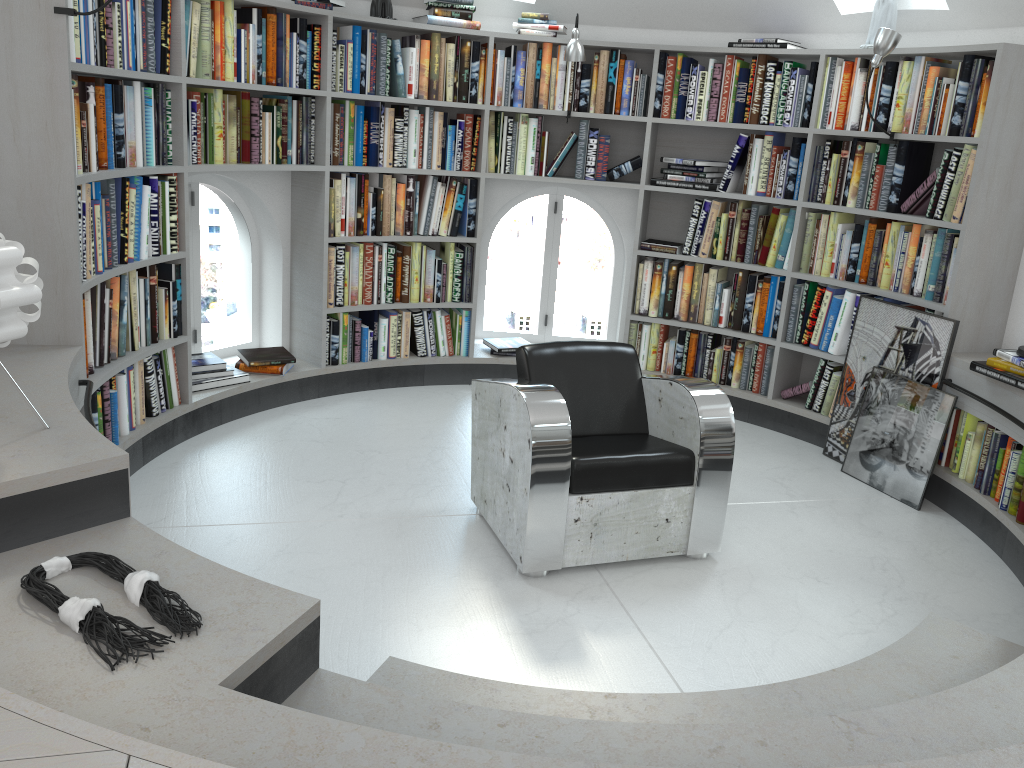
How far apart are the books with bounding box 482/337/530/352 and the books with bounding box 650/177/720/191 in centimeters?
128cm

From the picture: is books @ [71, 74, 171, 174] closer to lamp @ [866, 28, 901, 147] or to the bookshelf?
the bookshelf

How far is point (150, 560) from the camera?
2.09m

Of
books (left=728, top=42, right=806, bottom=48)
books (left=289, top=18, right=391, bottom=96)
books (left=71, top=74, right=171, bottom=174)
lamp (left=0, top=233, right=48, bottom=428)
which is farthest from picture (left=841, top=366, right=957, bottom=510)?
lamp (left=0, top=233, right=48, bottom=428)

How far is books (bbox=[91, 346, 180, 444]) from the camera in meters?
3.6

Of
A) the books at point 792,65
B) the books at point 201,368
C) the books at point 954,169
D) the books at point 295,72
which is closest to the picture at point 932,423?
the books at point 954,169

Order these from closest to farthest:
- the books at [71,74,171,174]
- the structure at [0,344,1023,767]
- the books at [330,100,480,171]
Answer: the structure at [0,344,1023,767], the books at [71,74,171,174], the books at [330,100,480,171]

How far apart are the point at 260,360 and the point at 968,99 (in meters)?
3.64

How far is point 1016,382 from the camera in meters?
3.6 m

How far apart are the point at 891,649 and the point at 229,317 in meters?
24.7
